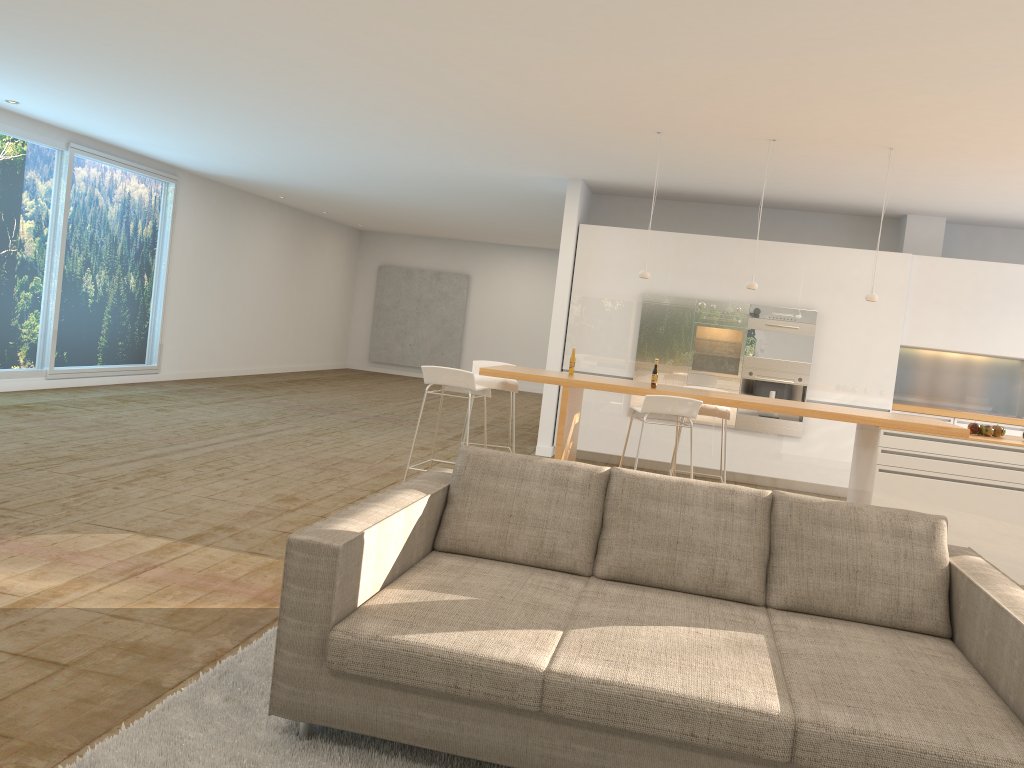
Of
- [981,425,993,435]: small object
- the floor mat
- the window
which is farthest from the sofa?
the window

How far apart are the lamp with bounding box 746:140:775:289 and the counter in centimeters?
94cm

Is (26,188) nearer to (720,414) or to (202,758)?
(720,414)

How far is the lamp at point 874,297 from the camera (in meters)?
6.55

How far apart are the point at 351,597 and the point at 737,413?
7.08m

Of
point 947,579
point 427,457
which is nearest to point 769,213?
point 427,457

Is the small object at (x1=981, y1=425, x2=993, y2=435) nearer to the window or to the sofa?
the sofa

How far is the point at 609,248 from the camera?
9.49m

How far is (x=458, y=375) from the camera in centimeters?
598cm

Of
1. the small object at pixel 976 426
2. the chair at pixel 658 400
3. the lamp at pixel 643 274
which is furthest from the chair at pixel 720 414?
the small object at pixel 976 426
